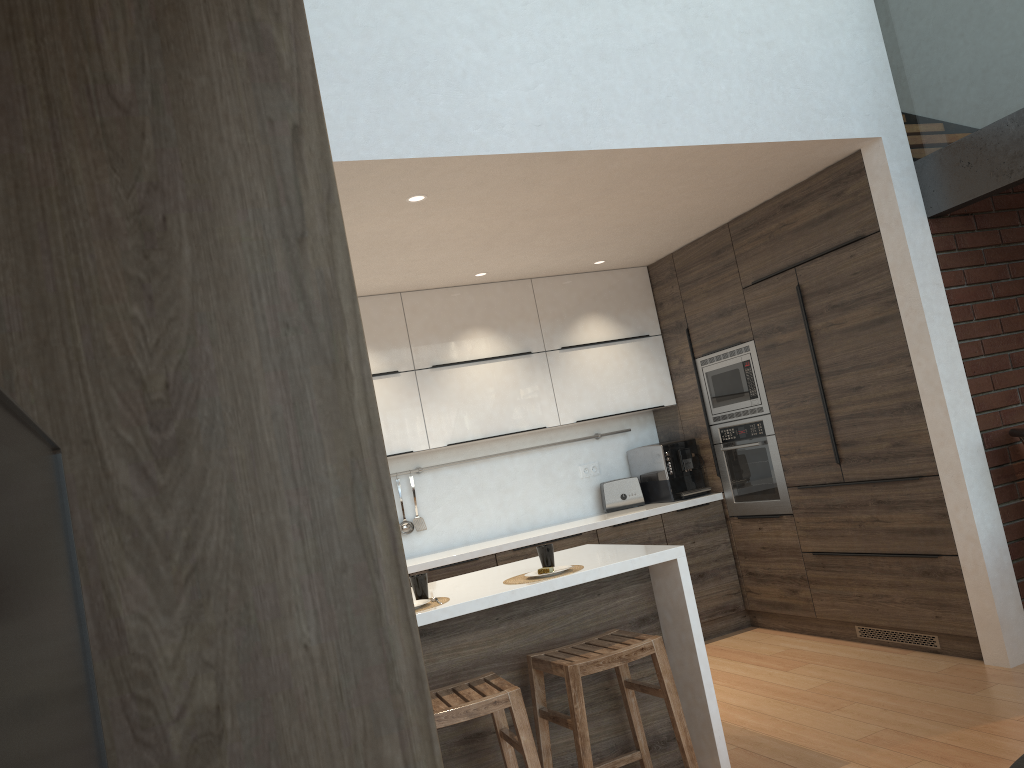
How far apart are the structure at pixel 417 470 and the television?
5.0m

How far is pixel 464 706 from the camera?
2.6m

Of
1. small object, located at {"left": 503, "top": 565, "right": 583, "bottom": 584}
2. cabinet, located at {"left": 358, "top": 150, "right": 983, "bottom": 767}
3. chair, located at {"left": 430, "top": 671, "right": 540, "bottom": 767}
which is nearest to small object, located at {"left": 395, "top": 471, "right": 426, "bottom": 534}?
cabinet, located at {"left": 358, "top": 150, "right": 983, "bottom": 767}

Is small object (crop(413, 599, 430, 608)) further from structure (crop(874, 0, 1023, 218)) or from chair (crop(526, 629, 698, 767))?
structure (crop(874, 0, 1023, 218))

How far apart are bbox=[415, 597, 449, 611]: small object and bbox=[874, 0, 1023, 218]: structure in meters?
2.8

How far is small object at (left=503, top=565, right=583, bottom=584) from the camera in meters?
3.2 m

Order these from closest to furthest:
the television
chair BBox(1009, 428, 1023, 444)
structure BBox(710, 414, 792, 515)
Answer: the television, chair BBox(1009, 428, 1023, 444), structure BBox(710, 414, 792, 515)

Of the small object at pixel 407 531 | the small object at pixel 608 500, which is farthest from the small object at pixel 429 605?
the small object at pixel 608 500

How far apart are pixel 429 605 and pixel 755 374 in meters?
2.8 m

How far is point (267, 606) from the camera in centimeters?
53cm
